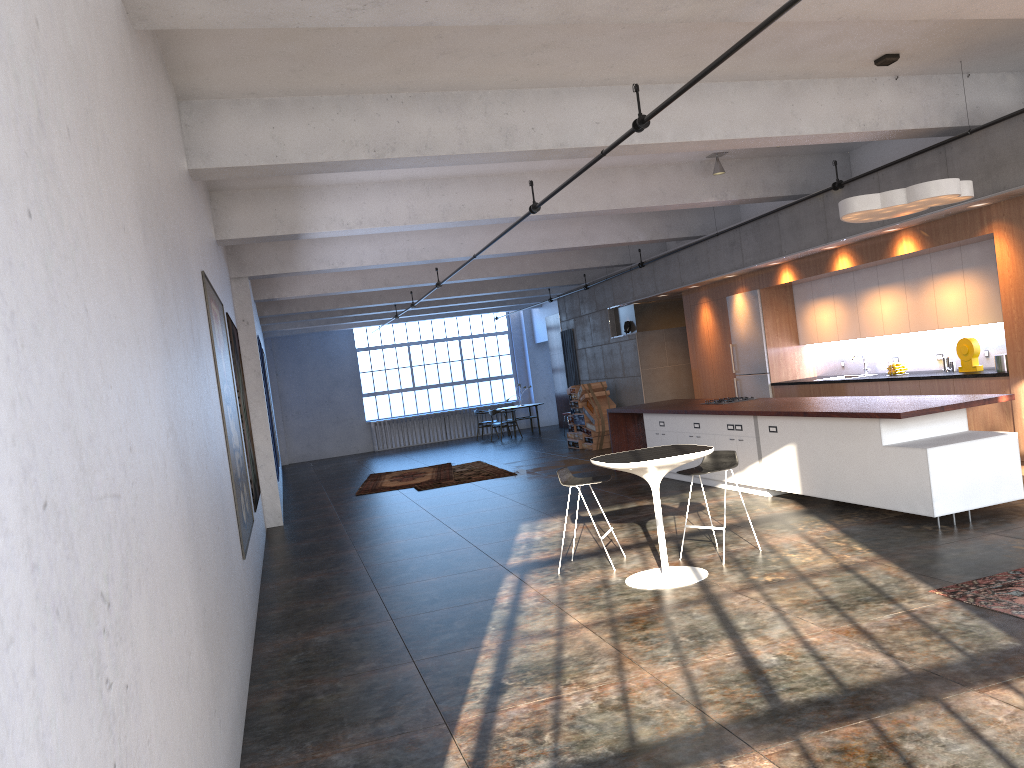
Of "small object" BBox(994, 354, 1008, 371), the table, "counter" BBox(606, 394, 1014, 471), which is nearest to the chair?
the table

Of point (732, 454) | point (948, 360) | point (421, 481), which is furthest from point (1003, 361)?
point (421, 481)

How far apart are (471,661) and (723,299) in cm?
990

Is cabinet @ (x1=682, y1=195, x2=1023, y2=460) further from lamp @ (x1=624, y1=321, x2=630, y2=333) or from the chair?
the chair

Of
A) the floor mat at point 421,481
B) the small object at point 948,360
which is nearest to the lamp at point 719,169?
the small object at point 948,360

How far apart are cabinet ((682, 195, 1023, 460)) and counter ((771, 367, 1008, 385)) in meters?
0.1

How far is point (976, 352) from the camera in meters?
9.5

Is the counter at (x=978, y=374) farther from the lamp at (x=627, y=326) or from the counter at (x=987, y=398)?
the lamp at (x=627, y=326)

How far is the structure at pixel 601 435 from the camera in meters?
17.0 m

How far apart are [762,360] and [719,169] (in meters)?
3.51
